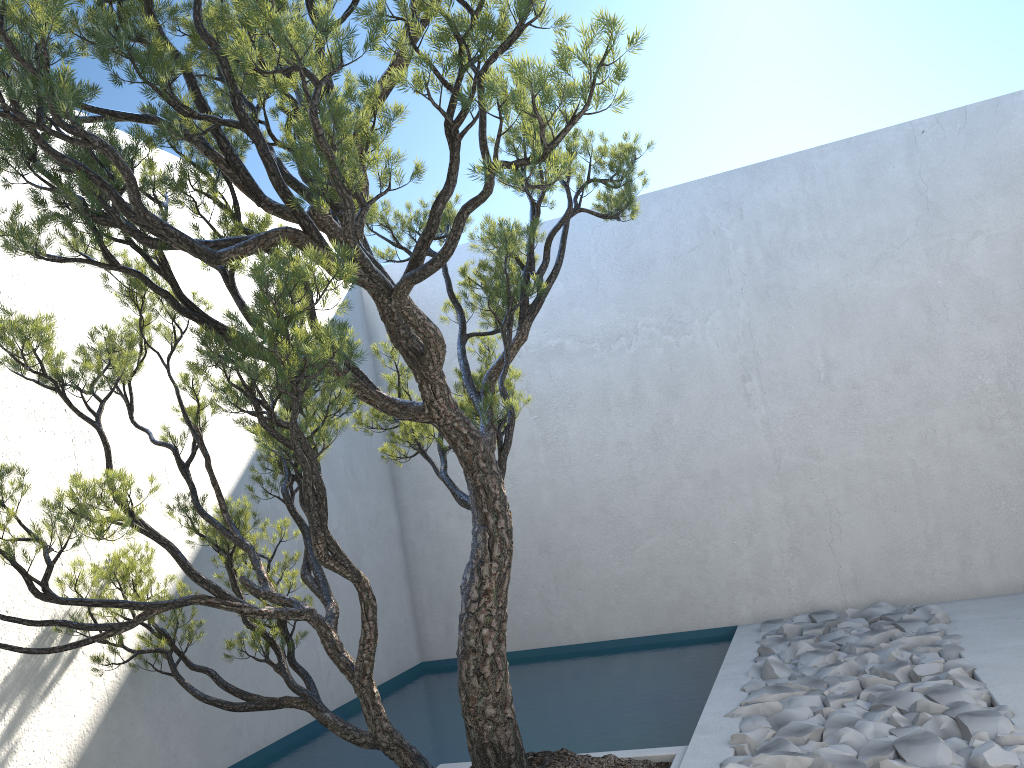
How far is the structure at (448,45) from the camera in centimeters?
198cm

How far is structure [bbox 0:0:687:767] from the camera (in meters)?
1.98
